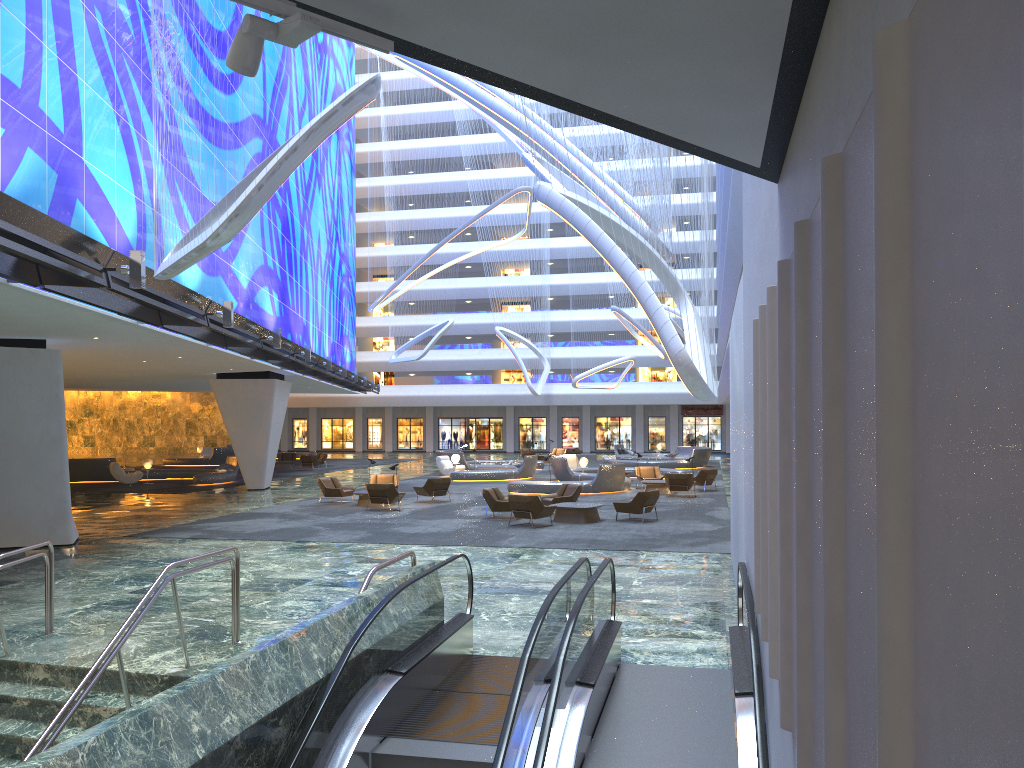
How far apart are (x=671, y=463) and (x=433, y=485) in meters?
19.6 m

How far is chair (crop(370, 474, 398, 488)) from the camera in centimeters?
2804cm

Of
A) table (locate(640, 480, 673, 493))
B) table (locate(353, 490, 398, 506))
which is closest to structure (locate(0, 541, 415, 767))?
table (locate(353, 490, 398, 506))

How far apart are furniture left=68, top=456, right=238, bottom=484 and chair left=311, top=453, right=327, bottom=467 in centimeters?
846cm

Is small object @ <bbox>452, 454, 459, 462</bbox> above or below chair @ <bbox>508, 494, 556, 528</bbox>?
above

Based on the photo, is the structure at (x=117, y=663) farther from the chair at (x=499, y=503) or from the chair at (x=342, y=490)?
the chair at (x=342, y=490)

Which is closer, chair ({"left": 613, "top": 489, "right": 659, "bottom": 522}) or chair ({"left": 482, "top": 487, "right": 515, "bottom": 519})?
chair ({"left": 613, "top": 489, "right": 659, "bottom": 522})

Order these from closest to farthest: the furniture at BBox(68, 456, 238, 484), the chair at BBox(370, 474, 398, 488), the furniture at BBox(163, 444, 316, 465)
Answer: the chair at BBox(370, 474, 398, 488)
the furniture at BBox(68, 456, 238, 484)
the furniture at BBox(163, 444, 316, 465)

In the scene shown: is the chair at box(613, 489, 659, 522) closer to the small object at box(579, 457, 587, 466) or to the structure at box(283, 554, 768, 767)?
the structure at box(283, 554, 768, 767)

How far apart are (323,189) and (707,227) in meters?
33.9
